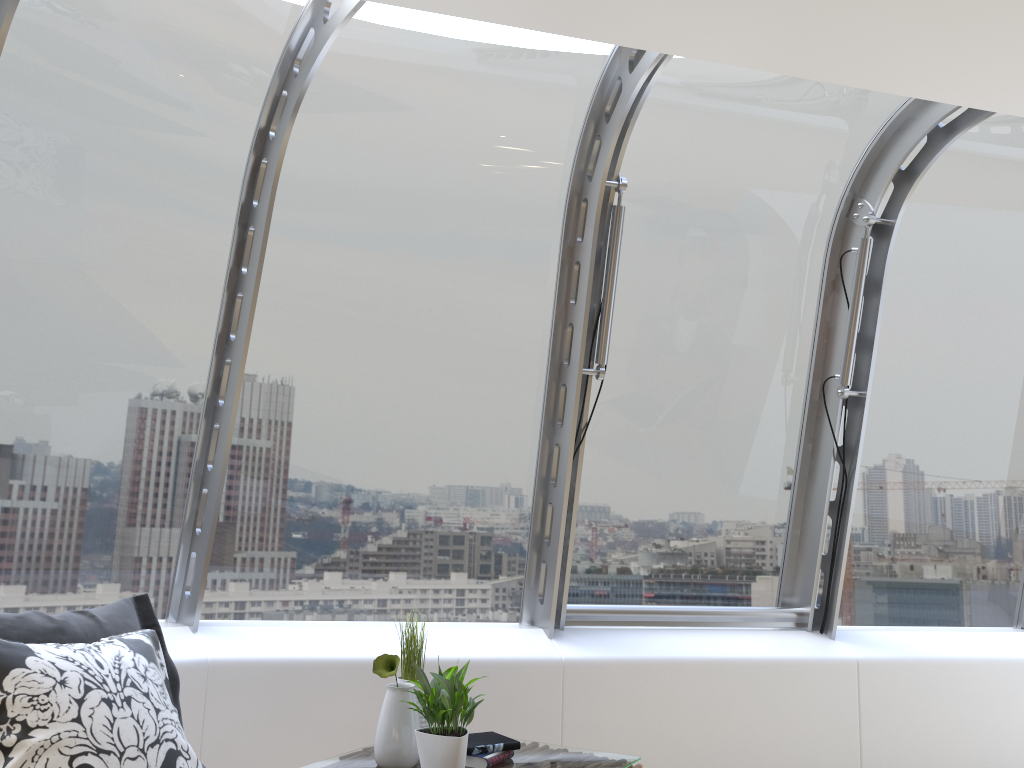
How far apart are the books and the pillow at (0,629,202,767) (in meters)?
1.07

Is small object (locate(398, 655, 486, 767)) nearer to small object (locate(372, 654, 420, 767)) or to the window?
small object (locate(372, 654, 420, 767))

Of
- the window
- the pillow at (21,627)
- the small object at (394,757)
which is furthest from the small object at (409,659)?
the window

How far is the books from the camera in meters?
2.9

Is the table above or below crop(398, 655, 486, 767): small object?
below

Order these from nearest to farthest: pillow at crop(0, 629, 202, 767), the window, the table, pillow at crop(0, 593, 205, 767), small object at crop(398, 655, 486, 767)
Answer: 1. pillow at crop(0, 629, 202, 767)
2. pillow at crop(0, 593, 205, 767)
3. small object at crop(398, 655, 486, 767)
4. the table
5. the window

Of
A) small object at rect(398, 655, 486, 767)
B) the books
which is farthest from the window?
small object at rect(398, 655, 486, 767)

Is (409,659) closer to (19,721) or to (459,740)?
(459,740)

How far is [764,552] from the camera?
4.8m

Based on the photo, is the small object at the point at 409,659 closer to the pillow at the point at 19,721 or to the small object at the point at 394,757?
the small object at the point at 394,757
